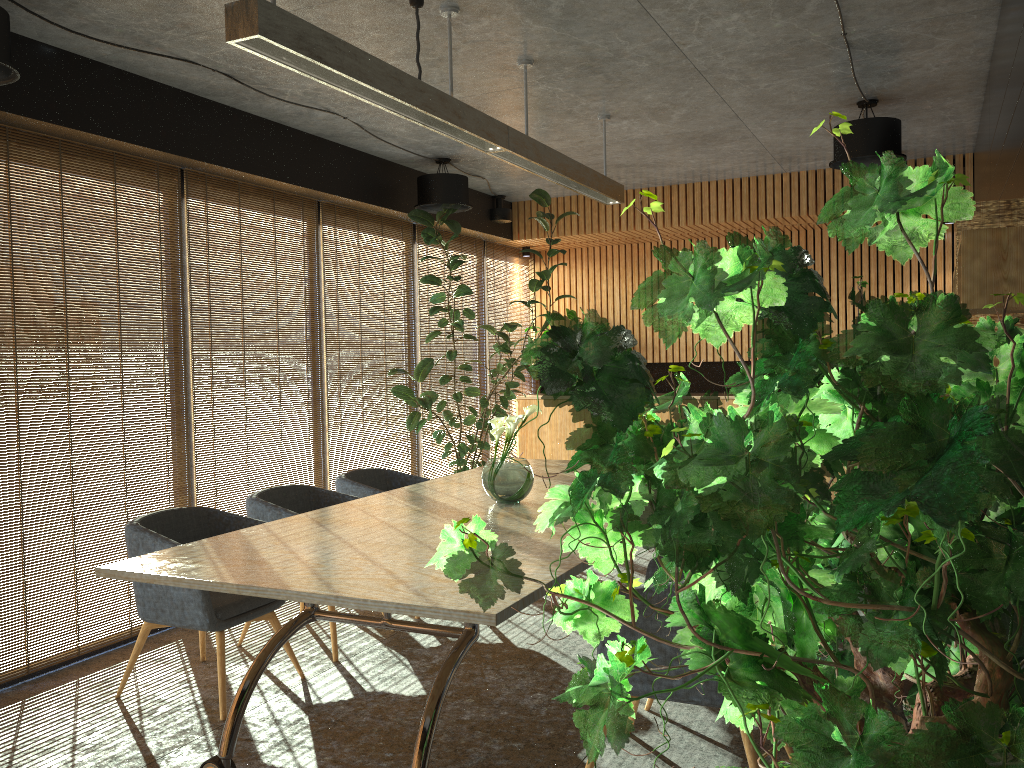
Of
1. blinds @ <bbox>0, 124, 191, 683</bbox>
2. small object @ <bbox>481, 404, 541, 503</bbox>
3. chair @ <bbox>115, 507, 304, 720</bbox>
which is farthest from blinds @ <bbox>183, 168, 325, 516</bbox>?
small object @ <bbox>481, 404, 541, 503</bbox>

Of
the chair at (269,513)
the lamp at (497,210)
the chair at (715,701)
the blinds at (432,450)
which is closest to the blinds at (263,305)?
the chair at (269,513)

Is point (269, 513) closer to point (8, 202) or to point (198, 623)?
point (198, 623)

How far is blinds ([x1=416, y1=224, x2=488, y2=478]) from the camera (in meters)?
8.89

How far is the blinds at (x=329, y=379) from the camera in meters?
7.4 m

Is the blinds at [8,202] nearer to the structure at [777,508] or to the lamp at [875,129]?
the structure at [777,508]

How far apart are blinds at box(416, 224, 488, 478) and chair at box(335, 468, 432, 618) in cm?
222

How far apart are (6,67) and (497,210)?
6.0 meters

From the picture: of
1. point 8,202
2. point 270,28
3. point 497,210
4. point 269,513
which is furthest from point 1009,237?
point 497,210

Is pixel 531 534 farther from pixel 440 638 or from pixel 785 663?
pixel 785 663
